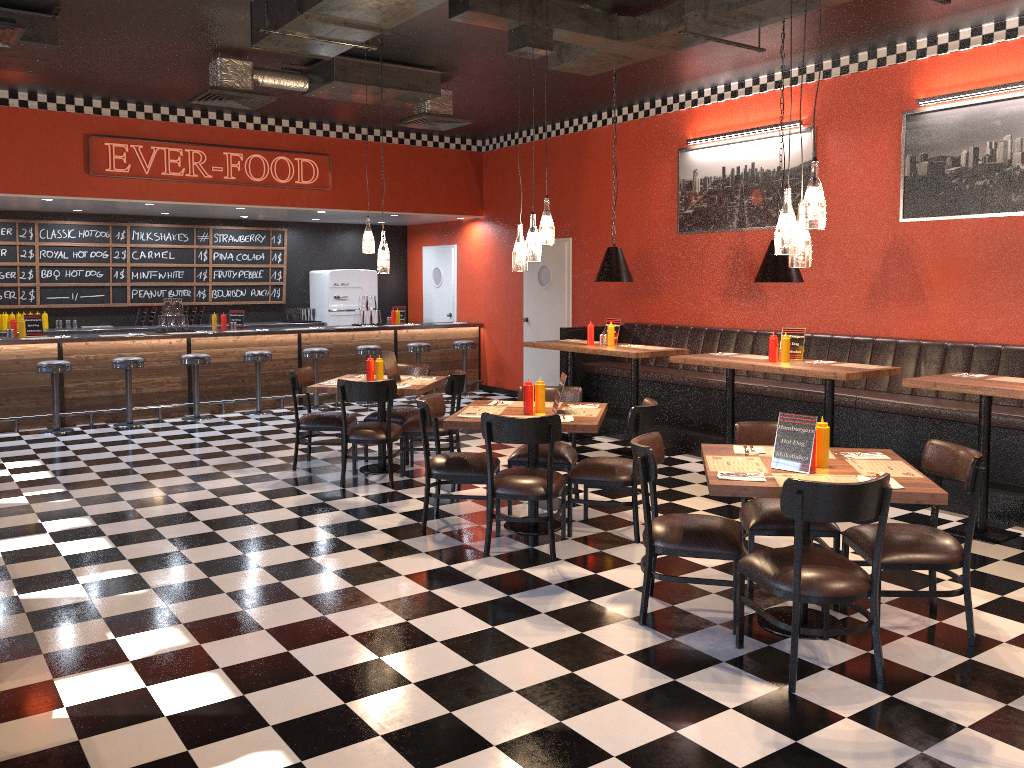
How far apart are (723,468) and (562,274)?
7.5m

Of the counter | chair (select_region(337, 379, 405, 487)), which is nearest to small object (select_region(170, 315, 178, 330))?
the counter

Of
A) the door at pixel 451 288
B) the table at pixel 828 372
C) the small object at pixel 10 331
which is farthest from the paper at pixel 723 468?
the door at pixel 451 288

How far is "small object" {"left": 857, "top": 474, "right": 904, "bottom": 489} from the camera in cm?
378

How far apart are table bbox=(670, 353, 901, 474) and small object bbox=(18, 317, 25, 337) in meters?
7.3 m

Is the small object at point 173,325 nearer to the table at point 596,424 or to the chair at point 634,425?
the table at point 596,424

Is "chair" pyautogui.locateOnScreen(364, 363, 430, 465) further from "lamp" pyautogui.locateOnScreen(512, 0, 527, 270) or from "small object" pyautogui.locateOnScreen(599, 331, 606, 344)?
"lamp" pyautogui.locateOnScreen(512, 0, 527, 270)

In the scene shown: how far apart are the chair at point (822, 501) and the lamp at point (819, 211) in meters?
1.1

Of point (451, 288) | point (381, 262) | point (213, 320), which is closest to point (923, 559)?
point (381, 262)

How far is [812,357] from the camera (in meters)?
8.08
